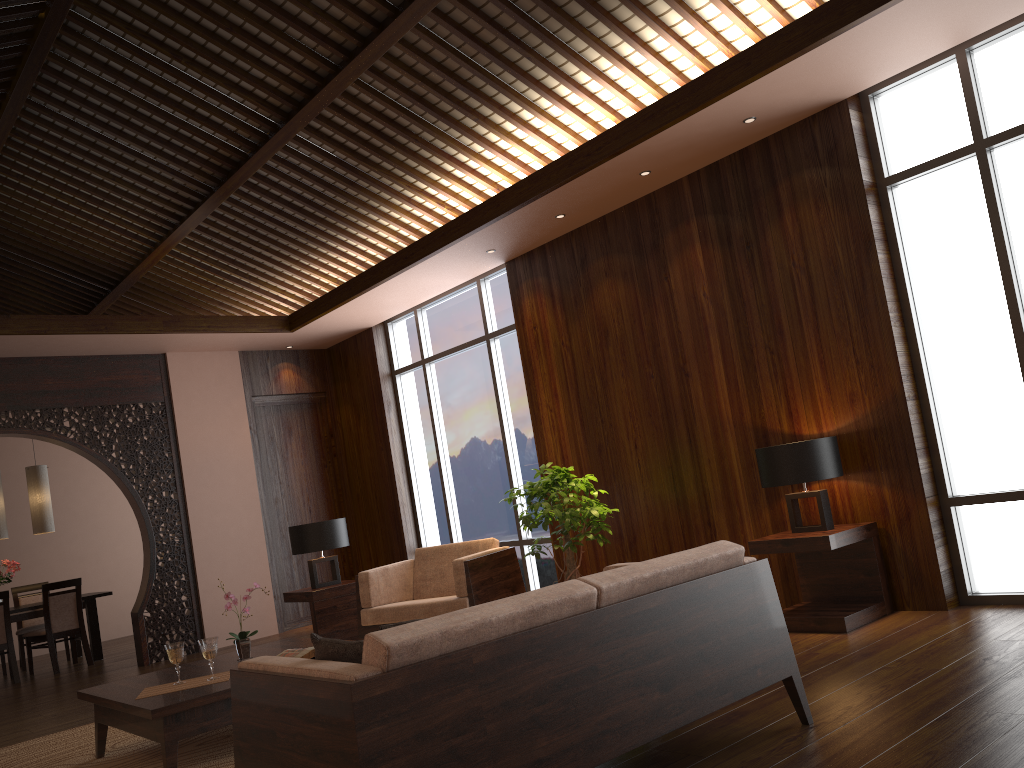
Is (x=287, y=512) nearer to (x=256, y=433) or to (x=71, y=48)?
(x=256, y=433)

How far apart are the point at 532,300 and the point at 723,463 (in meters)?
2.11

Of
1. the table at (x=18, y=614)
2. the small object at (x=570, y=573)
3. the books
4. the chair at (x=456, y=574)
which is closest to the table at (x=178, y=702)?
the books

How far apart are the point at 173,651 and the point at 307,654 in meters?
0.6 m

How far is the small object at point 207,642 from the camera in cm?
406

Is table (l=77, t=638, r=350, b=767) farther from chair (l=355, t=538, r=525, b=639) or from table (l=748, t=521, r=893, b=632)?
table (l=748, t=521, r=893, b=632)

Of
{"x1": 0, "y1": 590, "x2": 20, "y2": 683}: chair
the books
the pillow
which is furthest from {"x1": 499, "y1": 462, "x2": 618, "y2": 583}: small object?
{"x1": 0, "y1": 590, "x2": 20, "y2": 683}: chair

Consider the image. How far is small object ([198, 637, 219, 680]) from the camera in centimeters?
406cm

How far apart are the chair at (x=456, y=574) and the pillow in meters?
3.2 m

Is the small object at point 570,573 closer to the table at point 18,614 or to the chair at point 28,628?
the table at point 18,614
